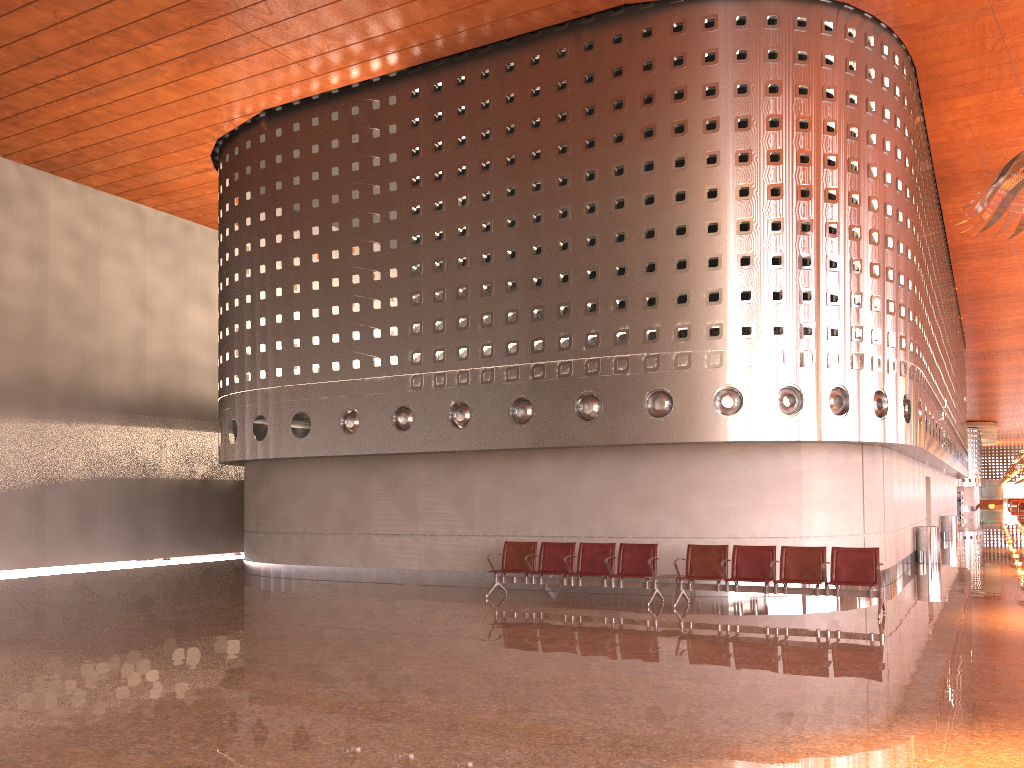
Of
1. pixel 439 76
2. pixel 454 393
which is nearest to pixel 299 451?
pixel 454 393

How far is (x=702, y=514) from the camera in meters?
13.5

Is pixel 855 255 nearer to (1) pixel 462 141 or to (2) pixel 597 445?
(2) pixel 597 445
